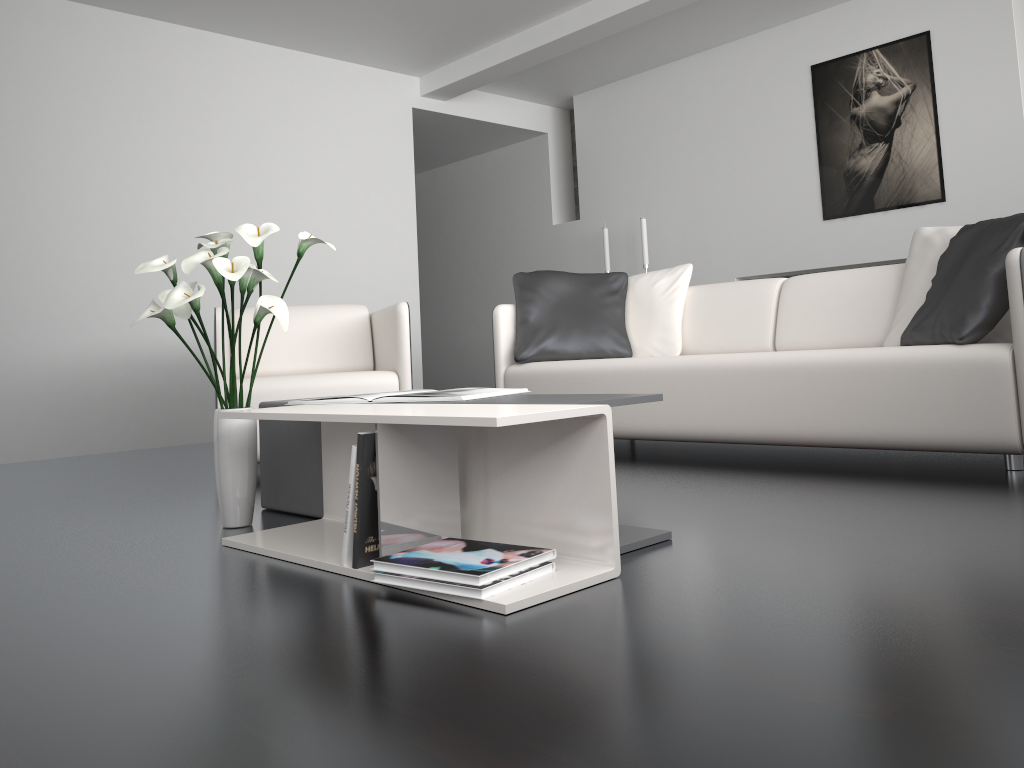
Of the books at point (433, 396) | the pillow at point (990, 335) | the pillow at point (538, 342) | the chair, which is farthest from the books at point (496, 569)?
the pillow at point (538, 342)

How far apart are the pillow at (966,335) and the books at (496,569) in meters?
1.7 m

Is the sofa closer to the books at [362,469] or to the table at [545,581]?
the table at [545,581]

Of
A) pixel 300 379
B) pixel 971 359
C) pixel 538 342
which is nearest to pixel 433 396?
pixel 300 379

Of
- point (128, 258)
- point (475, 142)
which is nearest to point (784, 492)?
point (128, 258)

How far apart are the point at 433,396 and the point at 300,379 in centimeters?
146cm

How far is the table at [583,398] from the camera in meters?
1.9 m

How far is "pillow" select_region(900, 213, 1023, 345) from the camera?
2.68m

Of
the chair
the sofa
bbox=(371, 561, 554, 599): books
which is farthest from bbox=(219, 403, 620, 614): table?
the sofa

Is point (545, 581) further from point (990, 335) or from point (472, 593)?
point (990, 335)
